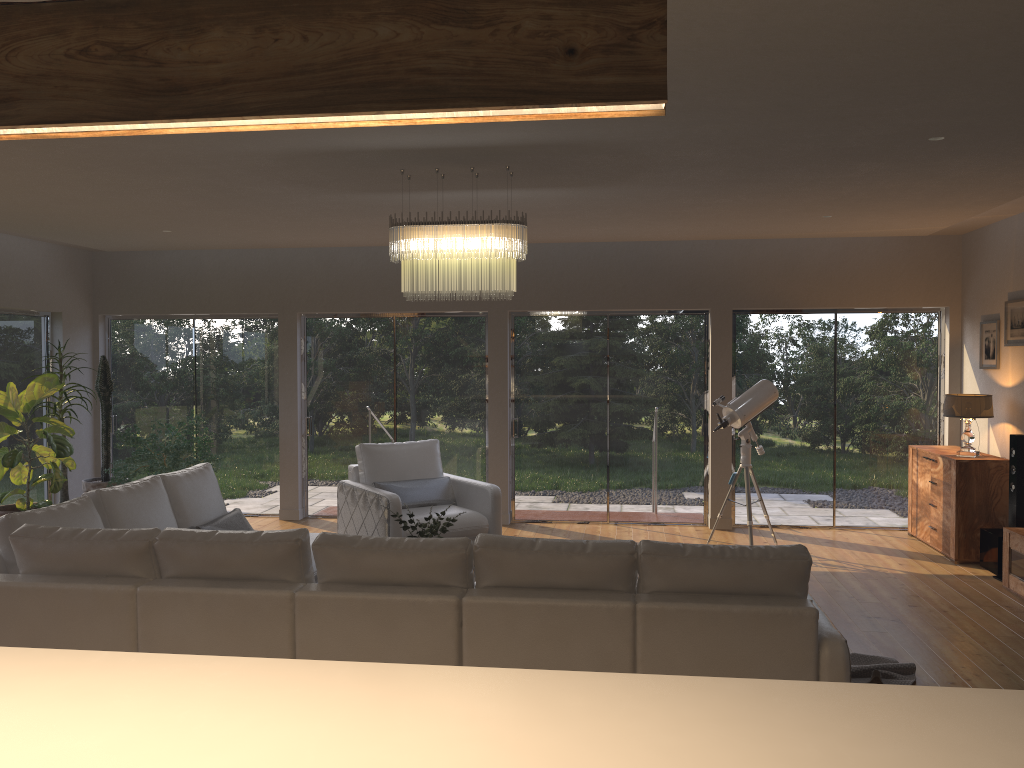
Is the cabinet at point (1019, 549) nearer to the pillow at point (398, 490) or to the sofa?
the sofa

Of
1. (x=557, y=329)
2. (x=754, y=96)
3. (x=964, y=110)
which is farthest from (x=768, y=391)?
(x=754, y=96)

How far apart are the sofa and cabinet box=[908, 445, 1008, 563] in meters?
4.1

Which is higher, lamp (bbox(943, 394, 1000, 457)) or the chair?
lamp (bbox(943, 394, 1000, 457))

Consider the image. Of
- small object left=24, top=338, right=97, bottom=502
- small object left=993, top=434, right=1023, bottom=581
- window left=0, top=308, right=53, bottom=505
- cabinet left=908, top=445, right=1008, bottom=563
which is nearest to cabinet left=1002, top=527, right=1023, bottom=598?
small object left=993, top=434, right=1023, bottom=581

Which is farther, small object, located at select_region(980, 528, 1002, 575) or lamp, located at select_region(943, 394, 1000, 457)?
lamp, located at select_region(943, 394, 1000, 457)

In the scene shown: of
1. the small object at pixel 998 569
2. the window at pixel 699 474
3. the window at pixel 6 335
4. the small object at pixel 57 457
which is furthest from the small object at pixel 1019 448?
the window at pixel 6 335

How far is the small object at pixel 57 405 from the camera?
7.9 meters

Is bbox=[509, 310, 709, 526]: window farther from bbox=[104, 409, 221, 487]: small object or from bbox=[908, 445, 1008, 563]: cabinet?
bbox=[104, 409, 221, 487]: small object

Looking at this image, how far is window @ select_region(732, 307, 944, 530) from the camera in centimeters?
848cm
